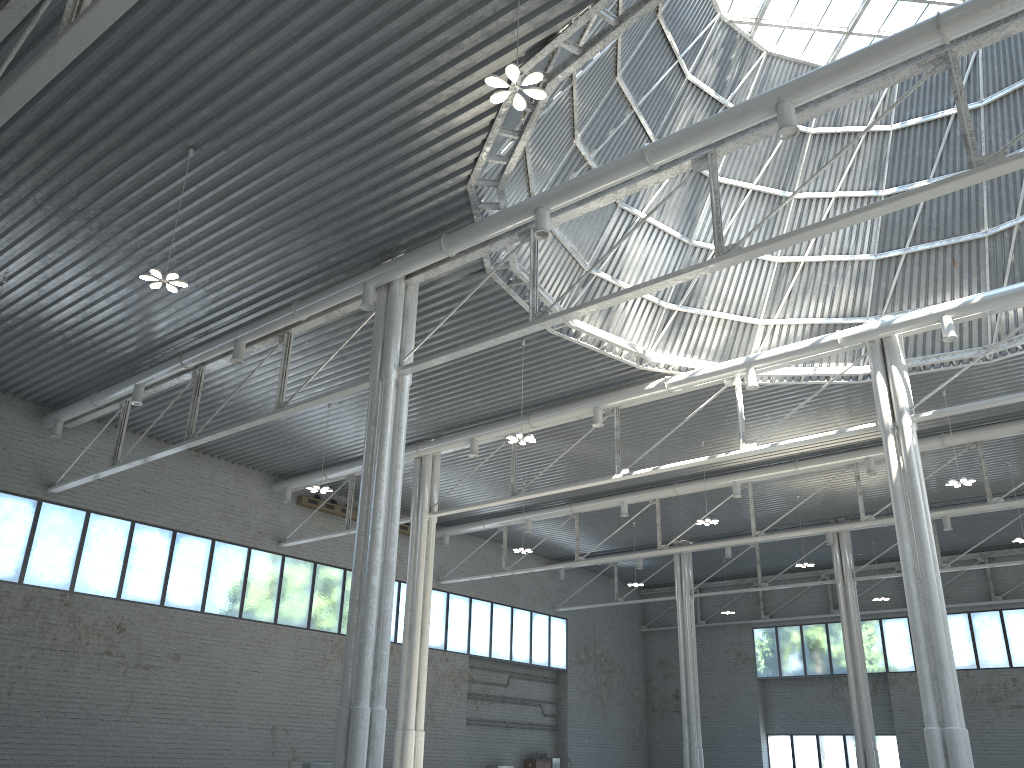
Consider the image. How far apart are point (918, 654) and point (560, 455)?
16.5m
